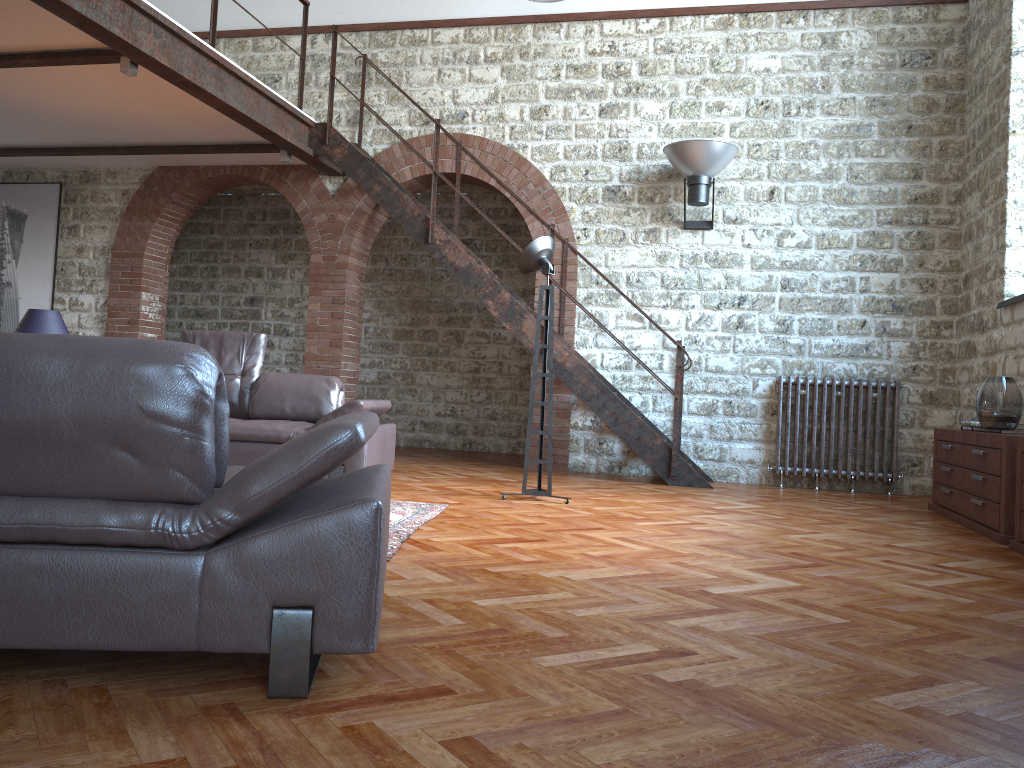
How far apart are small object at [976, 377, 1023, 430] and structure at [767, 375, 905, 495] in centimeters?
221cm

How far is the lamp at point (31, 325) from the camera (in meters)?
6.00

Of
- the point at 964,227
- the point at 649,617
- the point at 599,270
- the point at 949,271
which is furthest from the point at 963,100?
the point at 649,617

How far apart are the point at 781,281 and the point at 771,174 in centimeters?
97cm

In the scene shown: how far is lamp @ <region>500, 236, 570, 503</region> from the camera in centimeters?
584cm

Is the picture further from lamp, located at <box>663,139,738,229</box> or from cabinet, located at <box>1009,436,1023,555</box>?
cabinet, located at <box>1009,436,1023,555</box>

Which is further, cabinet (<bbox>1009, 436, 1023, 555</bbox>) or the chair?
cabinet (<bbox>1009, 436, 1023, 555</bbox>)

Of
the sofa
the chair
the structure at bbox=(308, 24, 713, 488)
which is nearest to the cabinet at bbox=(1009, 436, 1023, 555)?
the structure at bbox=(308, 24, 713, 488)

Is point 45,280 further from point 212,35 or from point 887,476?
point 887,476

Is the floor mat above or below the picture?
below
